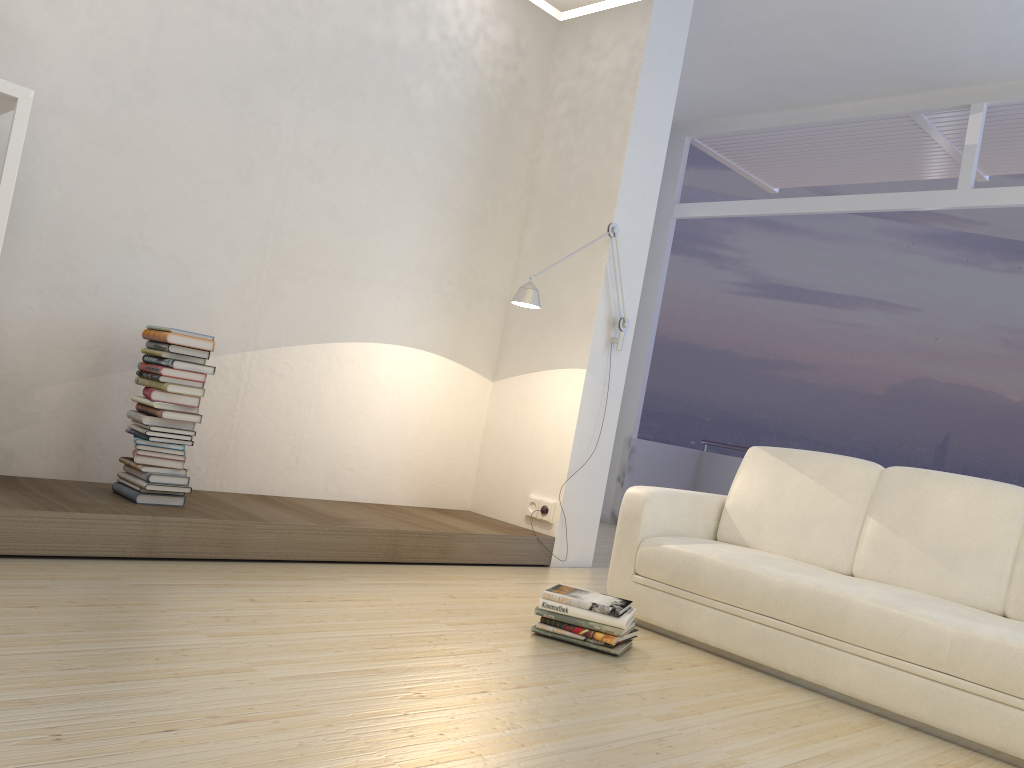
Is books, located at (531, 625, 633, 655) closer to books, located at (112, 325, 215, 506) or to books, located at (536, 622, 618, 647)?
books, located at (536, 622, 618, 647)

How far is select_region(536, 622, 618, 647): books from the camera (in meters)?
3.18

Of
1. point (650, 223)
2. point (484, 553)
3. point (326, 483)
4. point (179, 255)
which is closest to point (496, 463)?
point (484, 553)

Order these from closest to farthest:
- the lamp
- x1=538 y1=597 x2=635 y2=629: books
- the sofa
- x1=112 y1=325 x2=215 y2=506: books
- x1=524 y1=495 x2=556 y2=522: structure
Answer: the sofa
x1=538 y1=597 x2=635 y2=629: books
x1=112 y1=325 x2=215 y2=506: books
the lamp
x1=524 y1=495 x2=556 y2=522: structure

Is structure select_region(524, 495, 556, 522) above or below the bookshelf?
below

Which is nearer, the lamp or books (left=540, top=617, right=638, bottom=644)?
books (left=540, top=617, right=638, bottom=644)

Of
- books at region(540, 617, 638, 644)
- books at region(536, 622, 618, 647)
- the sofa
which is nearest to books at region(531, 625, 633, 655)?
books at region(540, 617, 638, 644)

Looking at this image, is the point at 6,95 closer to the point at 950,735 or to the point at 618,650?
the point at 618,650

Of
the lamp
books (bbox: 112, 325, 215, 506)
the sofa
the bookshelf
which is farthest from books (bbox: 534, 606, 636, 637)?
the bookshelf

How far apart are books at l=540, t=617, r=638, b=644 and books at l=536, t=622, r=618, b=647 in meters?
0.0
